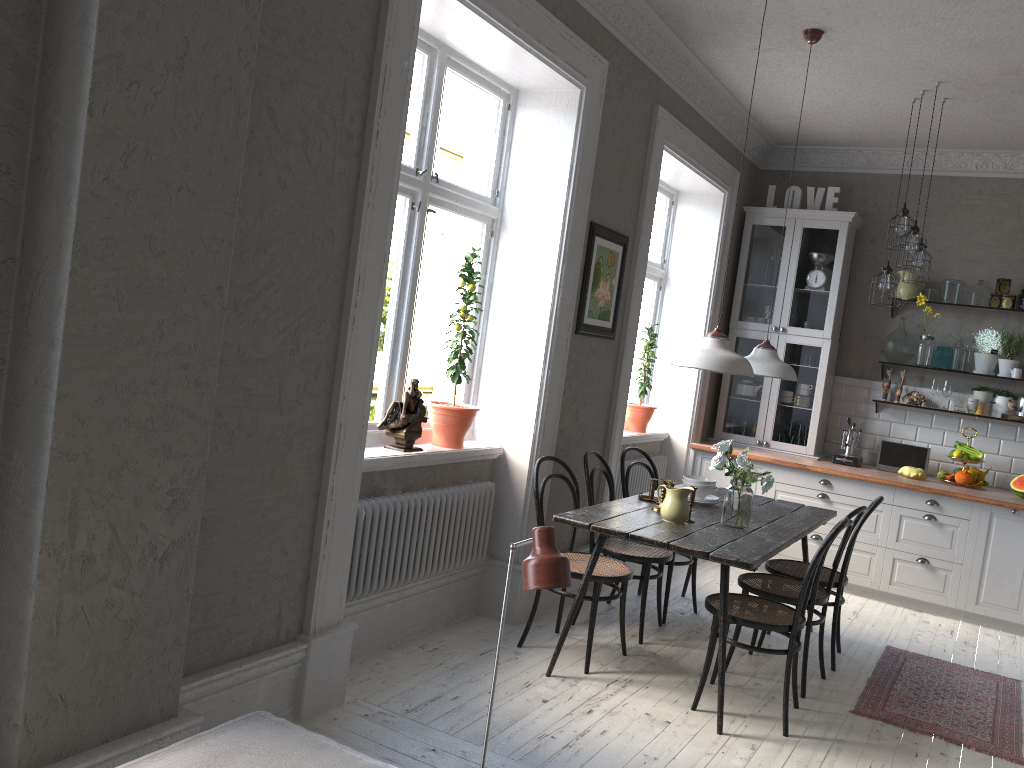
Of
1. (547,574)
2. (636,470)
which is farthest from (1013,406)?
(547,574)

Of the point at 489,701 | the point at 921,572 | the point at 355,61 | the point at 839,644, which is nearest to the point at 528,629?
the point at 839,644

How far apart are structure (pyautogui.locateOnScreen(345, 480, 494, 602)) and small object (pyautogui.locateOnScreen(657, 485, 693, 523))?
0.90m

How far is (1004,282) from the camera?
6.3 meters

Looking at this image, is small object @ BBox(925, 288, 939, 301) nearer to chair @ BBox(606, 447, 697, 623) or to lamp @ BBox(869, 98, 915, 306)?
lamp @ BBox(869, 98, 915, 306)

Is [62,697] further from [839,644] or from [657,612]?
[839,644]

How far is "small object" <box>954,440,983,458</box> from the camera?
6.2m

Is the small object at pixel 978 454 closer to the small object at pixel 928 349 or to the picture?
the small object at pixel 928 349

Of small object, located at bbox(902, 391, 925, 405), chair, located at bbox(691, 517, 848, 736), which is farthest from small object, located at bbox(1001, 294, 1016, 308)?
chair, located at bbox(691, 517, 848, 736)

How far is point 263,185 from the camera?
2.80m
